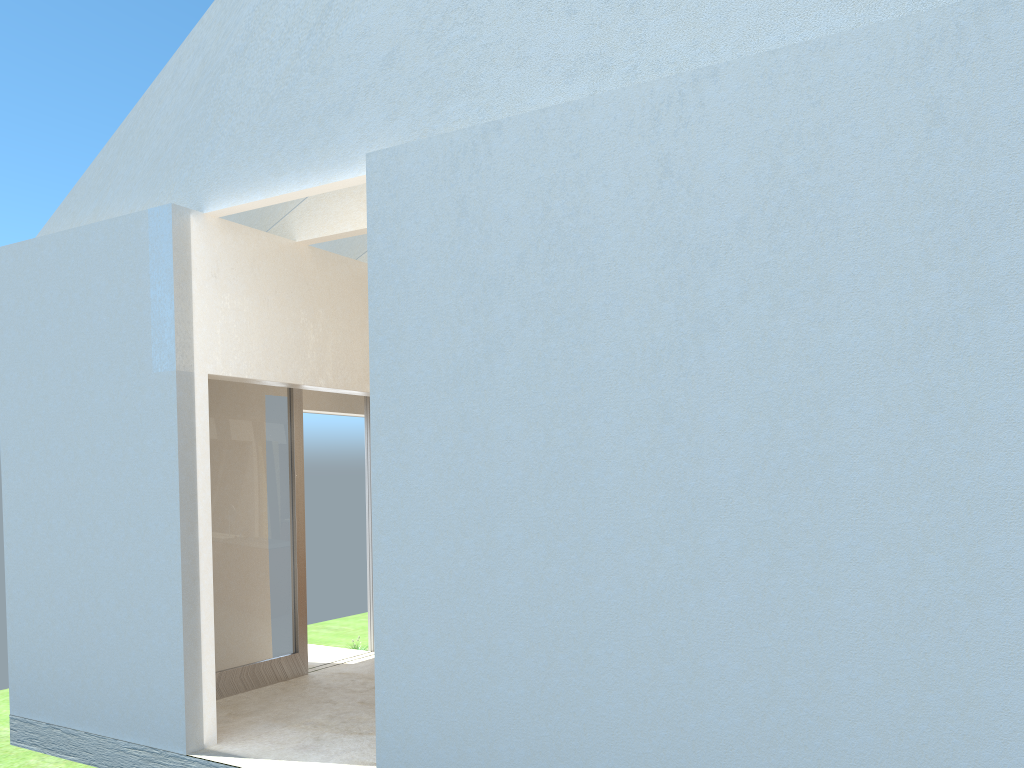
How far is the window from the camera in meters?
16.4

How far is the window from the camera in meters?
16.4

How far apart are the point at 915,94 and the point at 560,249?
3.8m

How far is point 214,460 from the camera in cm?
1635
